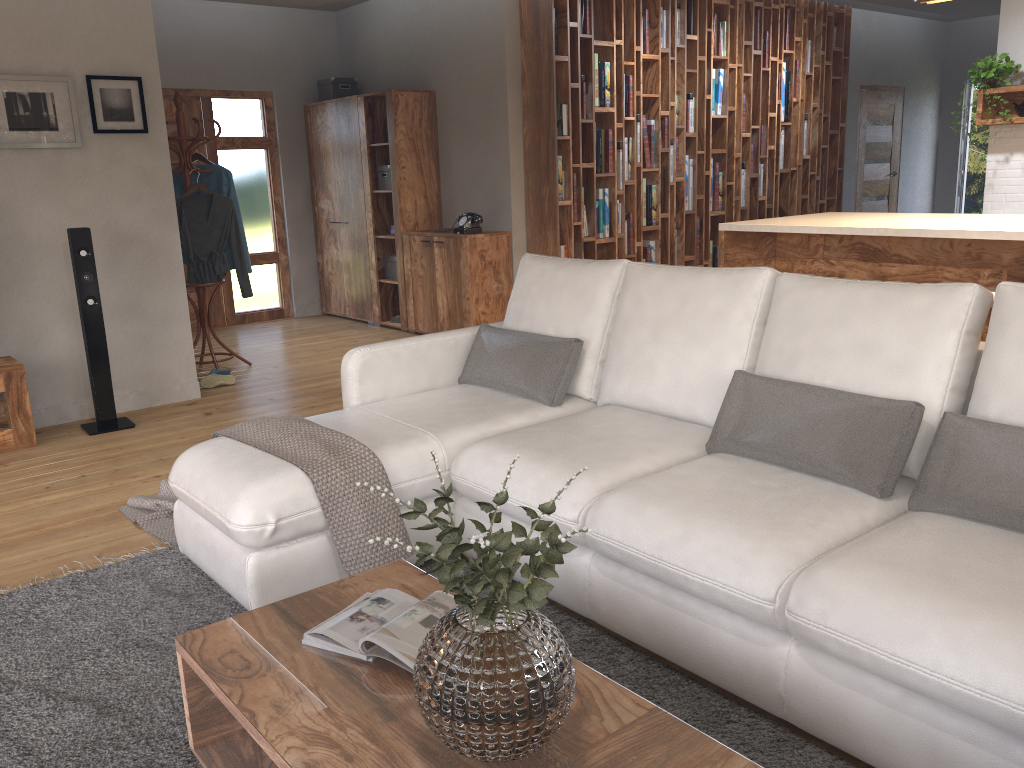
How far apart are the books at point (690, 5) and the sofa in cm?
446

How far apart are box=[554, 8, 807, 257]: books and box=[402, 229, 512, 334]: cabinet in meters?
0.4

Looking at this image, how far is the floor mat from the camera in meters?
2.0 m

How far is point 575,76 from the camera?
6.5m

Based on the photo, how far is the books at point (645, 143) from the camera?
7.1m

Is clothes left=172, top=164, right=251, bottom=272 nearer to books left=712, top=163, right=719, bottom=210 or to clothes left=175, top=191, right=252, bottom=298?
clothes left=175, top=191, right=252, bottom=298

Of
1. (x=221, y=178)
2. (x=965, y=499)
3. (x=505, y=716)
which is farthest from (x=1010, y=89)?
(x=505, y=716)

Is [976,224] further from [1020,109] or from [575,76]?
[575,76]

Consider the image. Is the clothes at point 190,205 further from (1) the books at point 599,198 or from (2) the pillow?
(2) the pillow

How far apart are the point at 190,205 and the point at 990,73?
5.64m
